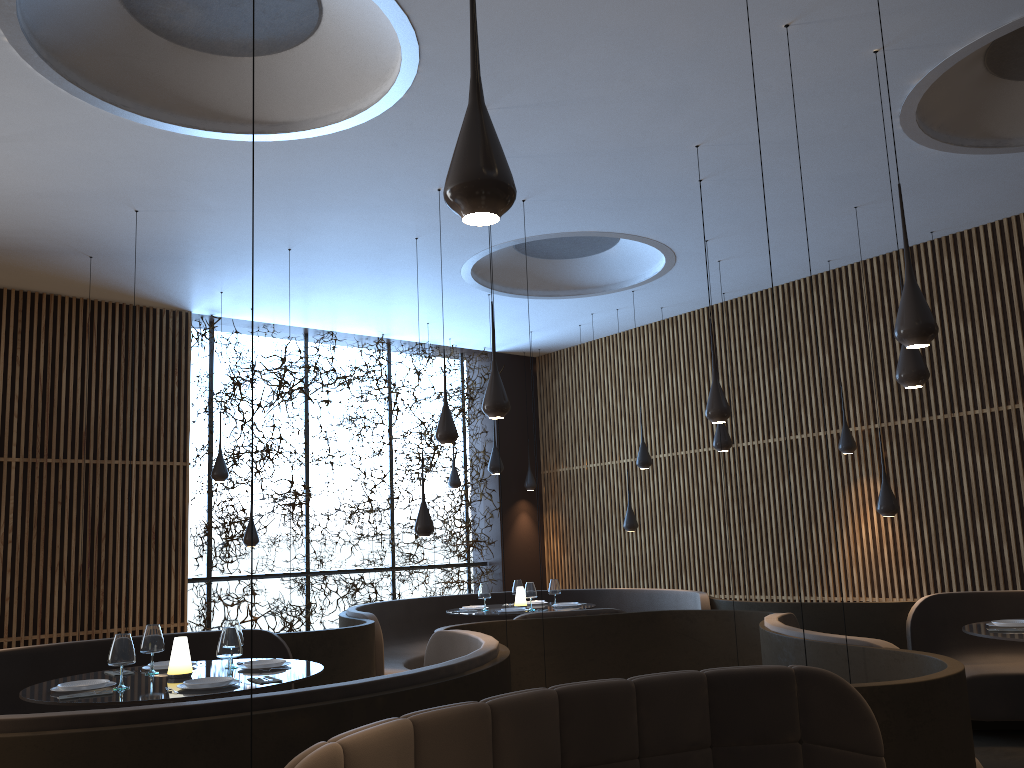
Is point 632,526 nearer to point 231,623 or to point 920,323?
point 231,623

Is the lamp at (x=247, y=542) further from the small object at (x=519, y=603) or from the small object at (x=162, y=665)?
the small object at (x=162, y=665)

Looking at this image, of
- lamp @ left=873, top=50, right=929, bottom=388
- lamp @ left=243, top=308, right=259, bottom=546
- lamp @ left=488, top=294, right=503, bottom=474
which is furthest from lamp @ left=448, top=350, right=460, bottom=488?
lamp @ left=873, top=50, right=929, bottom=388

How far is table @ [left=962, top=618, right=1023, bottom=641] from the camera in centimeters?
550cm

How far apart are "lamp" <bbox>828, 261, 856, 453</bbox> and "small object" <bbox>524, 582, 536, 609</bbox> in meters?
3.7 m

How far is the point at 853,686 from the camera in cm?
361

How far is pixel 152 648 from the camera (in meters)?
5.43

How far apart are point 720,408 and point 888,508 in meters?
2.5

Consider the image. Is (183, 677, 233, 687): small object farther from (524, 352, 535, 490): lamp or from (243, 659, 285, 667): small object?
(524, 352, 535, 490): lamp

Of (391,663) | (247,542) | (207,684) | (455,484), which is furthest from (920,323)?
(455,484)
